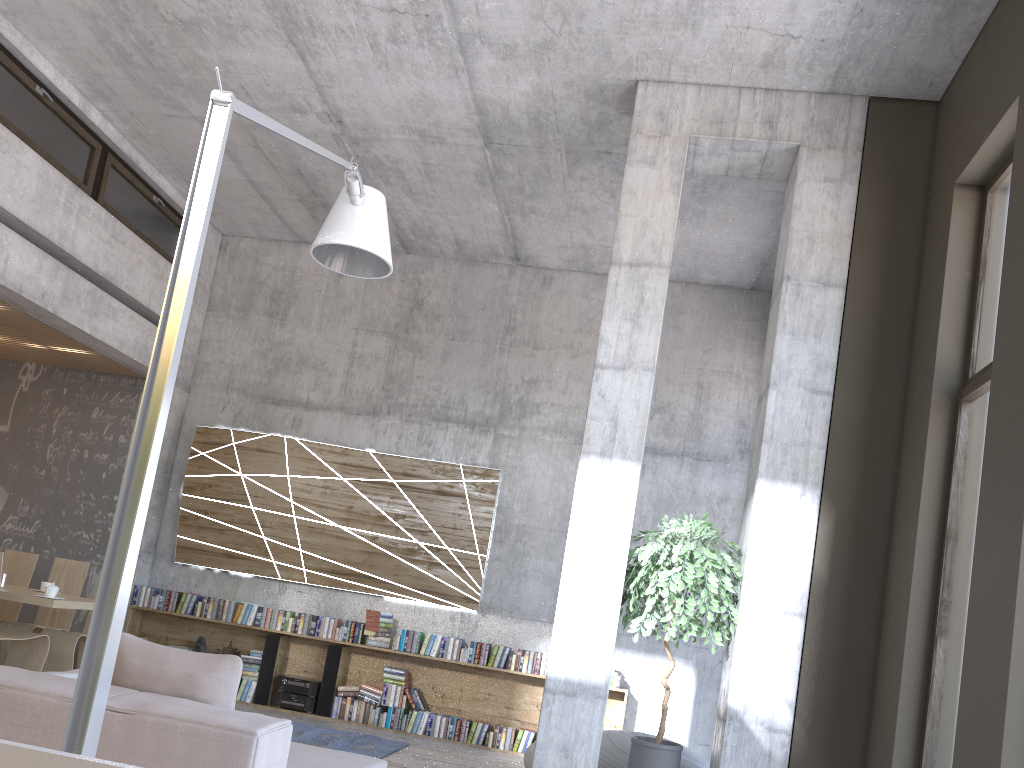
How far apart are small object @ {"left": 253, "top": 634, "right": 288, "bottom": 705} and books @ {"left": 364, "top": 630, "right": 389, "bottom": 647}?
0.9 meters

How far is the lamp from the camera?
2.4 meters

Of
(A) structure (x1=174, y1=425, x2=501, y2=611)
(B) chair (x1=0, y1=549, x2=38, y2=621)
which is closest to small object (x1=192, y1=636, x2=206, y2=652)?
(A) structure (x1=174, y1=425, x2=501, y2=611)

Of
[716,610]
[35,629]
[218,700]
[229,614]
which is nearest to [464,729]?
[229,614]

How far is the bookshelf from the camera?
8.6 meters

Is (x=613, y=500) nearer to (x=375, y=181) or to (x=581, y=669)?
(x=581, y=669)

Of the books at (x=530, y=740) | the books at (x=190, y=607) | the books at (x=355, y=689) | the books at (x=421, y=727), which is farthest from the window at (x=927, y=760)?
the books at (x=190, y=607)

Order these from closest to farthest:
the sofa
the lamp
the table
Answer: the lamp
the sofa
the table

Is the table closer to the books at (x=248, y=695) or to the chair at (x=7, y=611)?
the chair at (x=7, y=611)

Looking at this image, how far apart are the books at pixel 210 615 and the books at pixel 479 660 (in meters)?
2.43
